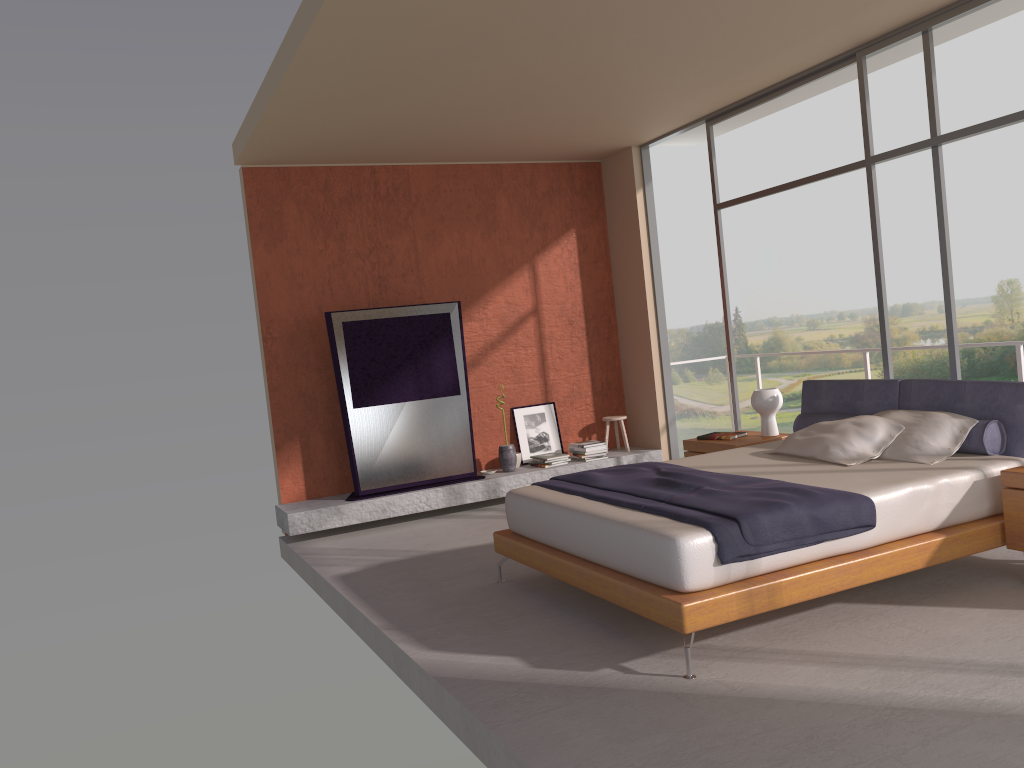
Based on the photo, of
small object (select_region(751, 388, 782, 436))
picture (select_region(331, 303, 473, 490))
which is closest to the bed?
small object (select_region(751, 388, 782, 436))

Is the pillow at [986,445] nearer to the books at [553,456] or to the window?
the window

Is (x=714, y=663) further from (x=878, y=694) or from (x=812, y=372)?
(x=812, y=372)

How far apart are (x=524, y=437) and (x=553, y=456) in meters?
0.4

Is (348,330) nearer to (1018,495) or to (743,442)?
(743,442)

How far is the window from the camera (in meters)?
5.30

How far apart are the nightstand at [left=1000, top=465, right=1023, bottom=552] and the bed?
0.0m

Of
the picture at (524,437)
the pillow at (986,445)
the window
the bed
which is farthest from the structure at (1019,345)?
the picture at (524,437)

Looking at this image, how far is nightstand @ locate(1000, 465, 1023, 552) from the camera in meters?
4.2

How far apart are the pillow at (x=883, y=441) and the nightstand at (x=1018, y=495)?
0.7m
